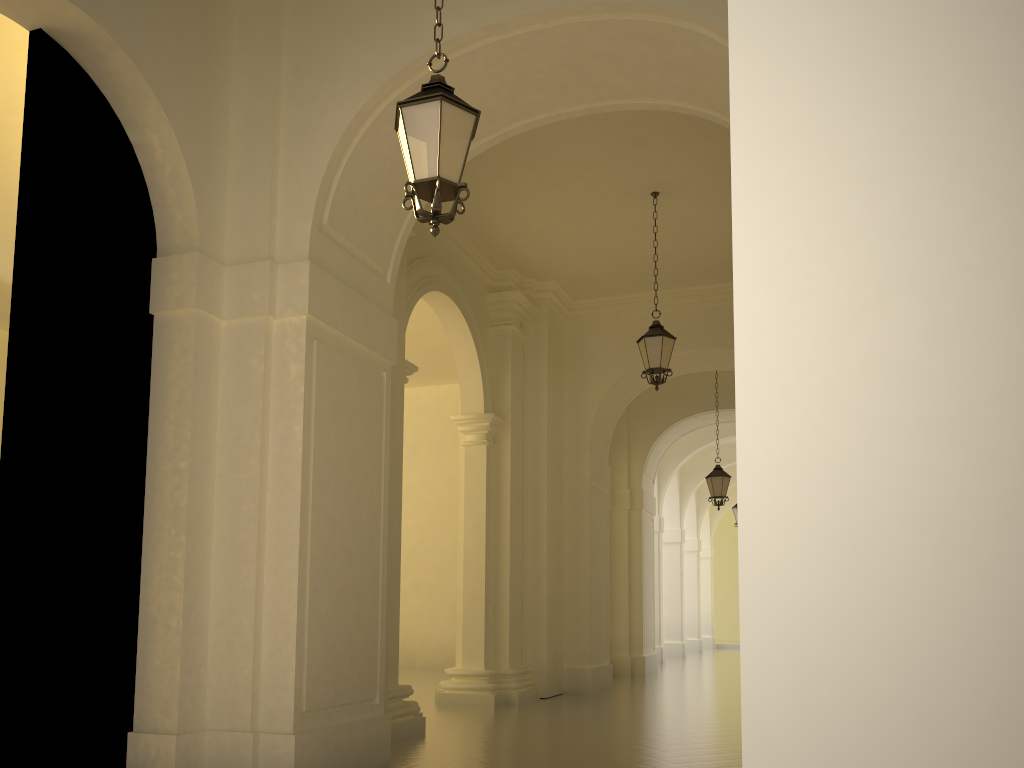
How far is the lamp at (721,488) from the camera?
16.55m

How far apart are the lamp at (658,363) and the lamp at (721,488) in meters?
6.2

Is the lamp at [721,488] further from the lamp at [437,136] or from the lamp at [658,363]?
the lamp at [437,136]

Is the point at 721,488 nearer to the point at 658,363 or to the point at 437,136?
the point at 658,363

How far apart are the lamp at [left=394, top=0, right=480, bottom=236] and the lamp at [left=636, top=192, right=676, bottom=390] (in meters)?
6.26

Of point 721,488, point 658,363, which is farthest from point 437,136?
point 721,488

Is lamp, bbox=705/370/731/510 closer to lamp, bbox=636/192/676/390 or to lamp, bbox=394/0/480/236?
lamp, bbox=636/192/676/390

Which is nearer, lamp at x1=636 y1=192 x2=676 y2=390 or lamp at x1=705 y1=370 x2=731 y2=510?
lamp at x1=636 y1=192 x2=676 y2=390

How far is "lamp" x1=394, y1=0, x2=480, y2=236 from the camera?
4.75m

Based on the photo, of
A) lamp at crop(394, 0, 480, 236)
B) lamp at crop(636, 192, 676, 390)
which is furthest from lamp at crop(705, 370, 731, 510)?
lamp at crop(394, 0, 480, 236)
